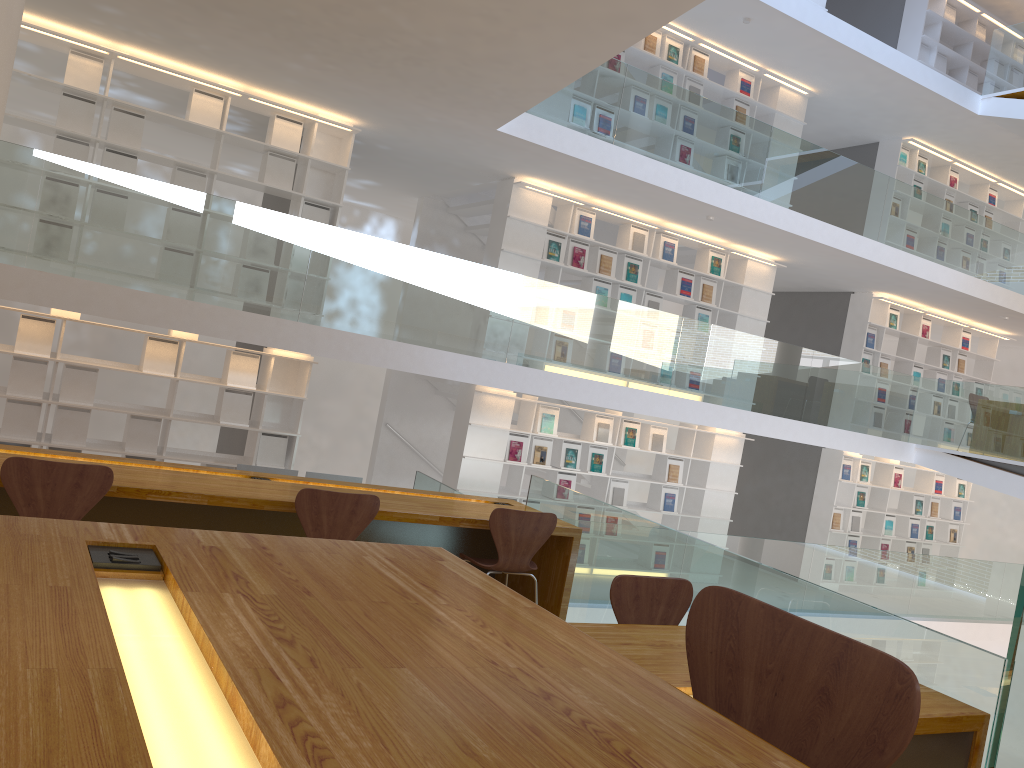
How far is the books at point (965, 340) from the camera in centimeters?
1248cm

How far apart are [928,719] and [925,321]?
10.73m

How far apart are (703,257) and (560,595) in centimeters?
621cm

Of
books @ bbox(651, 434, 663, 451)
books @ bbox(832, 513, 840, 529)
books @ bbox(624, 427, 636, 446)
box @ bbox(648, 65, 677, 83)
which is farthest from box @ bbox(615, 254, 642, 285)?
books @ bbox(832, 513, 840, 529)

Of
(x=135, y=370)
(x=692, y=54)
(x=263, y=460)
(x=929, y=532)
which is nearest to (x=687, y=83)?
(x=692, y=54)

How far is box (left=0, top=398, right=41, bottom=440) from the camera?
6.80m

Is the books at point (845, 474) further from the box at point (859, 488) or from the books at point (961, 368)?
the books at point (961, 368)

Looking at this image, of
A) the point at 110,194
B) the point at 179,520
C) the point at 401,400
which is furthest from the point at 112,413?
the point at 179,520

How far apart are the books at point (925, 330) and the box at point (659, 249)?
4.60m

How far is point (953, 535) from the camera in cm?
1275
